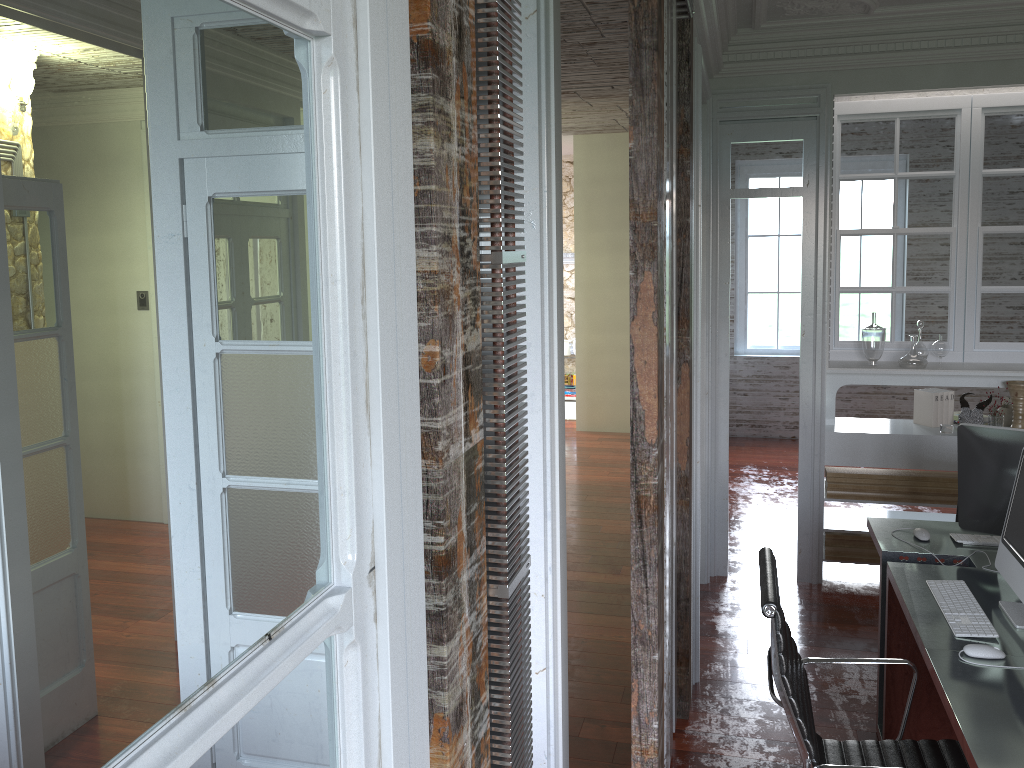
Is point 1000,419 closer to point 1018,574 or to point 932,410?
point 932,410

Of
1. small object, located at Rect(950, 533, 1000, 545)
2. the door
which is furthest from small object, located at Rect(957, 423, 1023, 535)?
the door

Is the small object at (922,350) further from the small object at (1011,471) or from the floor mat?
the floor mat

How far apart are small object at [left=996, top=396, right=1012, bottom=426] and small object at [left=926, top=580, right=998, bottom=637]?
2.3m

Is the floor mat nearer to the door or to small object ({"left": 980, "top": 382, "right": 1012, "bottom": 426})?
small object ({"left": 980, "top": 382, "right": 1012, "bottom": 426})

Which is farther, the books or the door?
the books

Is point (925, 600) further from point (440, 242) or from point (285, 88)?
point (285, 88)

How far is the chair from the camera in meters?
2.2 m

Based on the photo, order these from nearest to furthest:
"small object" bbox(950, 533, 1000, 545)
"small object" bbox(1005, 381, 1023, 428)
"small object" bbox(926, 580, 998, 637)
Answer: "small object" bbox(926, 580, 998, 637), "small object" bbox(950, 533, 1000, 545), "small object" bbox(1005, 381, 1023, 428)

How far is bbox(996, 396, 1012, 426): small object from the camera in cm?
485
